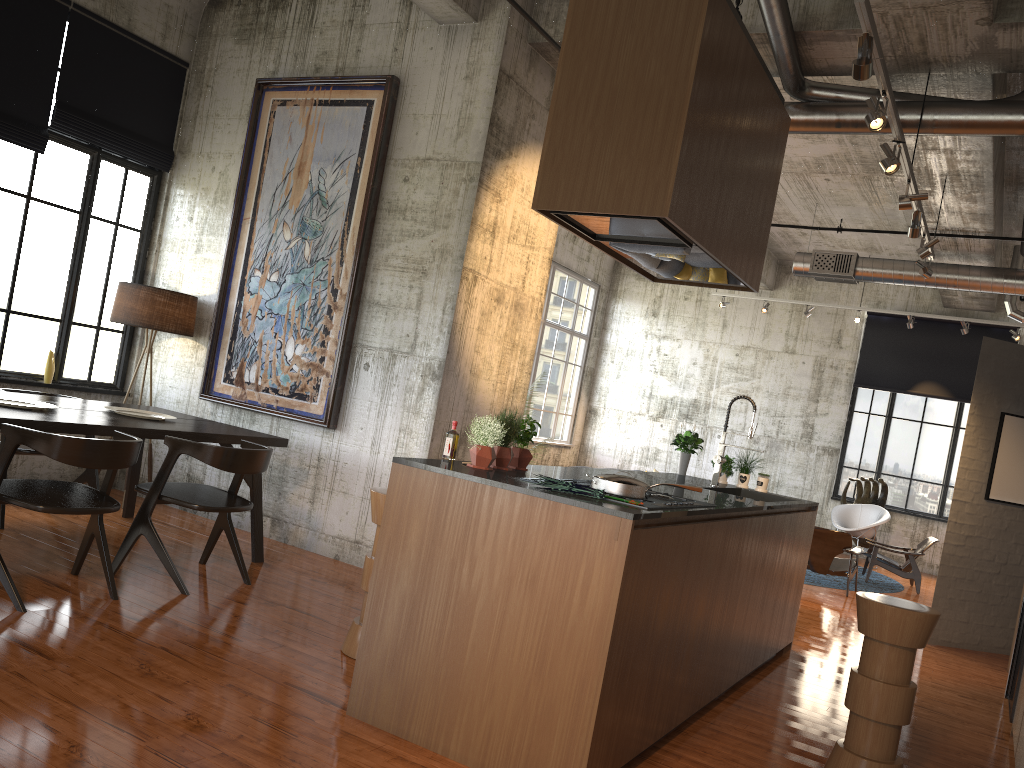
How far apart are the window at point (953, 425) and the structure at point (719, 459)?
10.41m

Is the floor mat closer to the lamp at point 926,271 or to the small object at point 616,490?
the lamp at point 926,271

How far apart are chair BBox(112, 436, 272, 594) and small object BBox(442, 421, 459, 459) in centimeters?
185cm

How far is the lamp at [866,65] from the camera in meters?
4.6 m

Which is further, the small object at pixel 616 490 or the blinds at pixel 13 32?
the blinds at pixel 13 32

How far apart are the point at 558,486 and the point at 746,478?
4.01m

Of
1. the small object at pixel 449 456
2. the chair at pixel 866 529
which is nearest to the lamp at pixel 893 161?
the small object at pixel 449 456

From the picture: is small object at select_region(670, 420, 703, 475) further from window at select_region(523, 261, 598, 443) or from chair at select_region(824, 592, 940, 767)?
window at select_region(523, 261, 598, 443)

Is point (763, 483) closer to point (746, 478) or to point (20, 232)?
point (746, 478)

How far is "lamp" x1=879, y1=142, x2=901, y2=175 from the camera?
6.0m
